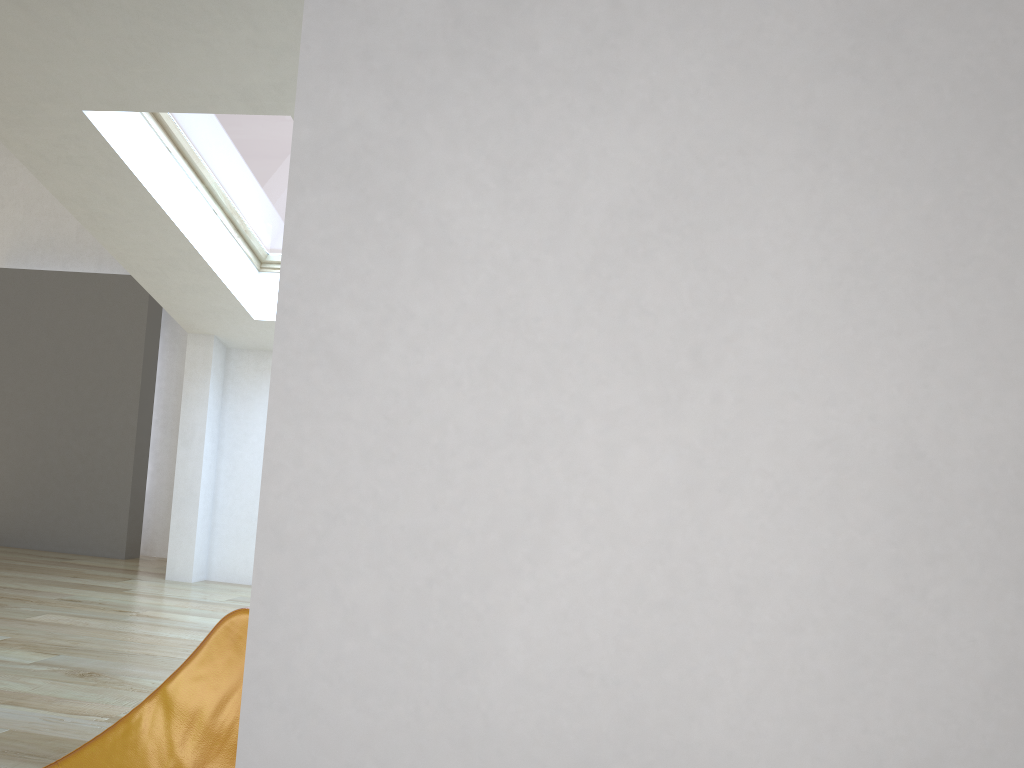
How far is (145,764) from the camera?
1.39m

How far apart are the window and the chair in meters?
3.8 m

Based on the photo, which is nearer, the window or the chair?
the chair

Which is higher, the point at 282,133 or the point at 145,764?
the point at 282,133

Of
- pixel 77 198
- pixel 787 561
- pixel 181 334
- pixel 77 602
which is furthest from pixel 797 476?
pixel 181 334

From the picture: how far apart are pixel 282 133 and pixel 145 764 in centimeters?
409cm

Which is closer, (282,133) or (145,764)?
(145,764)

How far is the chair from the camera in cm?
139

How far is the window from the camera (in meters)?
4.69
